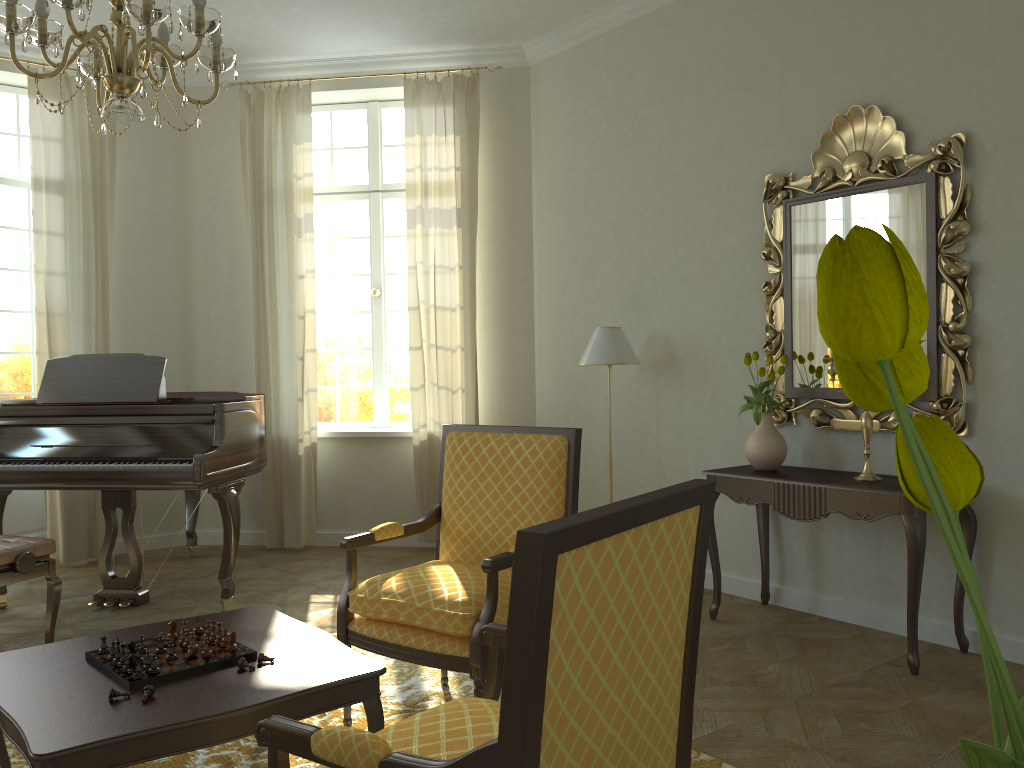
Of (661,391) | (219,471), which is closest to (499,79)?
(661,391)

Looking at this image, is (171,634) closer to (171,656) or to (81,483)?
(171,656)

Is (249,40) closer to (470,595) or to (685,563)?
(470,595)

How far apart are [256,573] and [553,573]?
4.9 meters

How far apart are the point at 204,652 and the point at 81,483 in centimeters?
248cm

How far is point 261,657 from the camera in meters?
2.5 m

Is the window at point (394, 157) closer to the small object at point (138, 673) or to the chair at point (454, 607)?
the chair at point (454, 607)

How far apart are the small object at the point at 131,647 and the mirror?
3.37m

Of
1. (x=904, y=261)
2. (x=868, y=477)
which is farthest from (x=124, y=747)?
(x=868, y=477)

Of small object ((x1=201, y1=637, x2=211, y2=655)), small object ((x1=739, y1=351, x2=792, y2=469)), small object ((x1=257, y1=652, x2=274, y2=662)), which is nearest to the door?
small object ((x1=201, y1=637, x2=211, y2=655))
